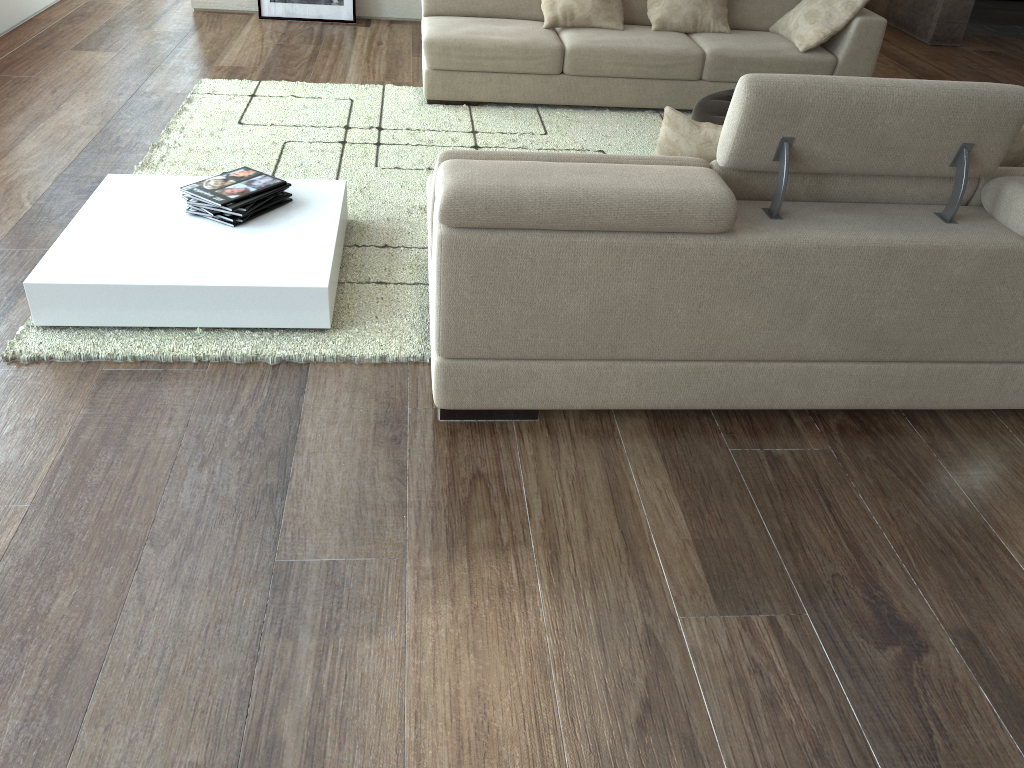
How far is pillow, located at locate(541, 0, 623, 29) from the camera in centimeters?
504cm

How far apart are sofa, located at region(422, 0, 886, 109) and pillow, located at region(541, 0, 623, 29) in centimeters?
4cm

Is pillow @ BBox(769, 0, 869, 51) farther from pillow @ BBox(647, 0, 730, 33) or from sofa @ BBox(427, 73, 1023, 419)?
sofa @ BBox(427, 73, 1023, 419)

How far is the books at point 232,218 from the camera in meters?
3.1

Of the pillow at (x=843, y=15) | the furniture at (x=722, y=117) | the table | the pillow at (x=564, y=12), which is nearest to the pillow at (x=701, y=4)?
the pillow at (x=564, y=12)

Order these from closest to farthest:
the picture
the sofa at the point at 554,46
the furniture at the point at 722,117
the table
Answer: the table → the furniture at the point at 722,117 → the sofa at the point at 554,46 → the picture

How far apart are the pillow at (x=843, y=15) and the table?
3.0 meters

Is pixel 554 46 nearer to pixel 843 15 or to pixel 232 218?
pixel 843 15

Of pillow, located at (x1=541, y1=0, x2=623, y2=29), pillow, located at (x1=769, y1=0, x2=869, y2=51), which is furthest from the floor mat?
pillow, located at (x1=769, y1=0, x2=869, y2=51)

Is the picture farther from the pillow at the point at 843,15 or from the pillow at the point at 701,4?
the pillow at the point at 843,15
